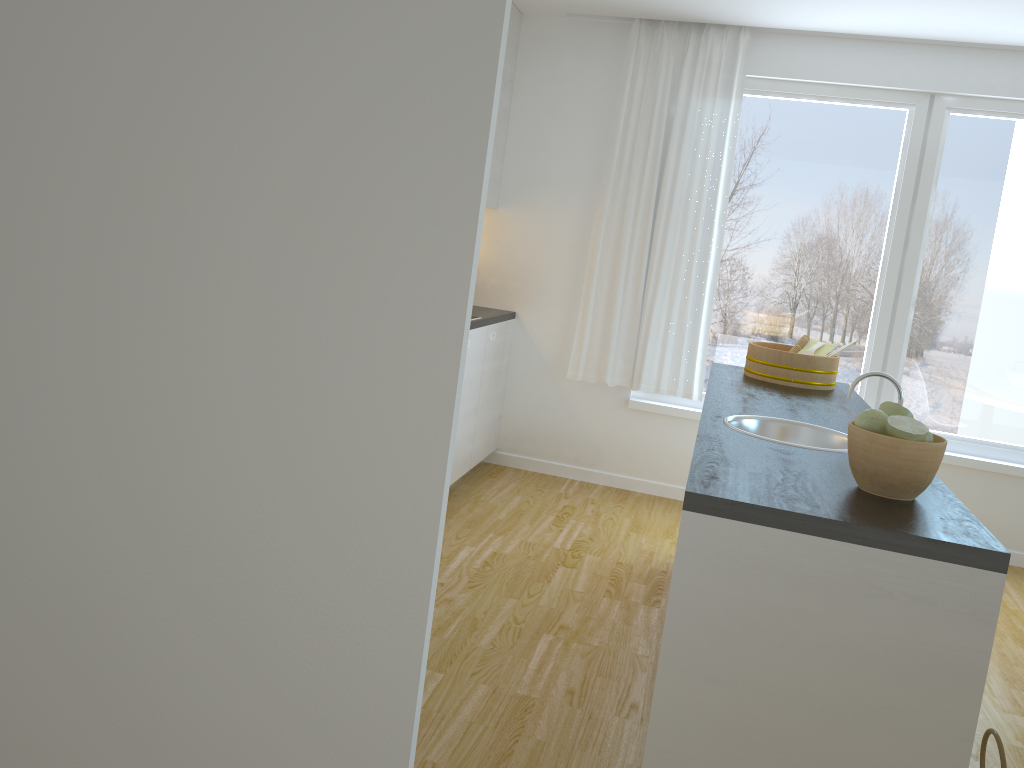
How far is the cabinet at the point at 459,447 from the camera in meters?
4.6 m

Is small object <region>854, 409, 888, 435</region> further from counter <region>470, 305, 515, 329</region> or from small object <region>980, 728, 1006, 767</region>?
counter <region>470, 305, 515, 329</region>

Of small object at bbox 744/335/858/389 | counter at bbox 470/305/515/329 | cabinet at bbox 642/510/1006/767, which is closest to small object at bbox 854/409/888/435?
cabinet at bbox 642/510/1006/767

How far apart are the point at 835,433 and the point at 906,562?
1.0m

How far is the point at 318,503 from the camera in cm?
99

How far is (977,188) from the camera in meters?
4.7

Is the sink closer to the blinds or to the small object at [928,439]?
the small object at [928,439]

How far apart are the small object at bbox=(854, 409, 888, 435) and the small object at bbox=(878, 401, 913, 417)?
0.1m

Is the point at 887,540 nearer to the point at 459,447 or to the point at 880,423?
the point at 880,423

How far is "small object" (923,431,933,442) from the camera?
2.0 meters
